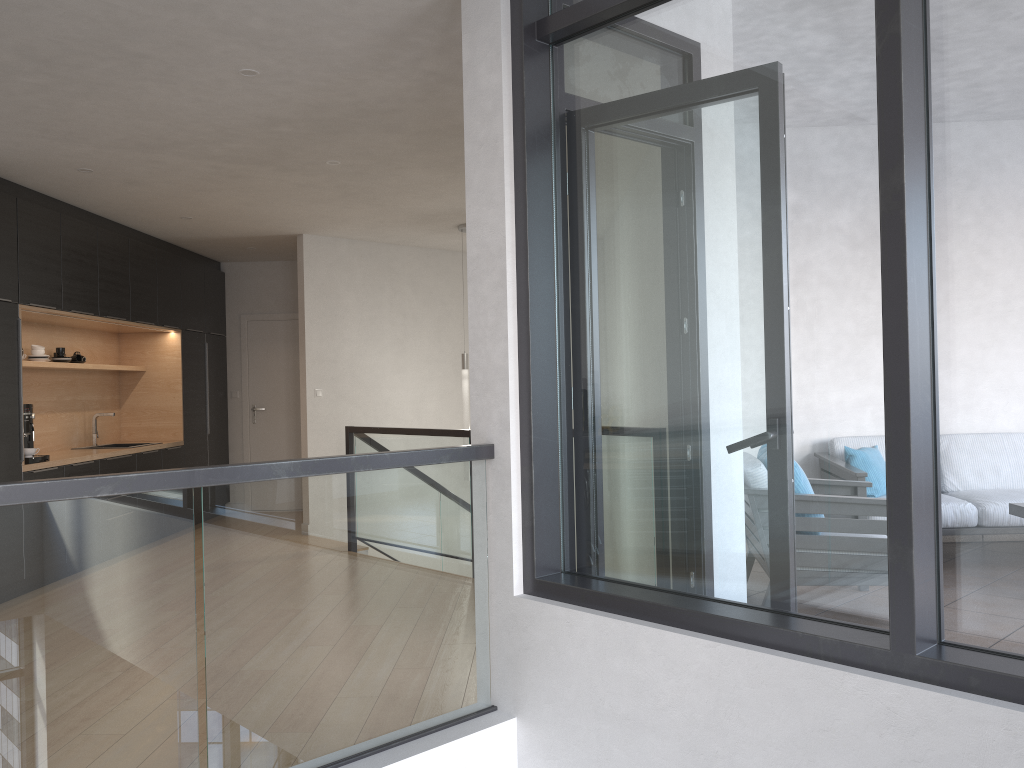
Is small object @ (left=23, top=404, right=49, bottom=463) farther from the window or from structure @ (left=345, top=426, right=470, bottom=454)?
the window

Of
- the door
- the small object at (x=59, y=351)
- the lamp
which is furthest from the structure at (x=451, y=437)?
the door

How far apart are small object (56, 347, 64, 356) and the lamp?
3.2 meters

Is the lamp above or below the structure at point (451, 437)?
above

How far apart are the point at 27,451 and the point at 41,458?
0.1 meters

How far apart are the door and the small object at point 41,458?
3.46m

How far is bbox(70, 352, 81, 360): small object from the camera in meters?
7.3 m

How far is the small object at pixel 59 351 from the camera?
7.02m

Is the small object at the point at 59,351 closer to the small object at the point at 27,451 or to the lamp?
the small object at the point at 27,451

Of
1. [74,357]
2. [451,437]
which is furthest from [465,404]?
[74,357]
